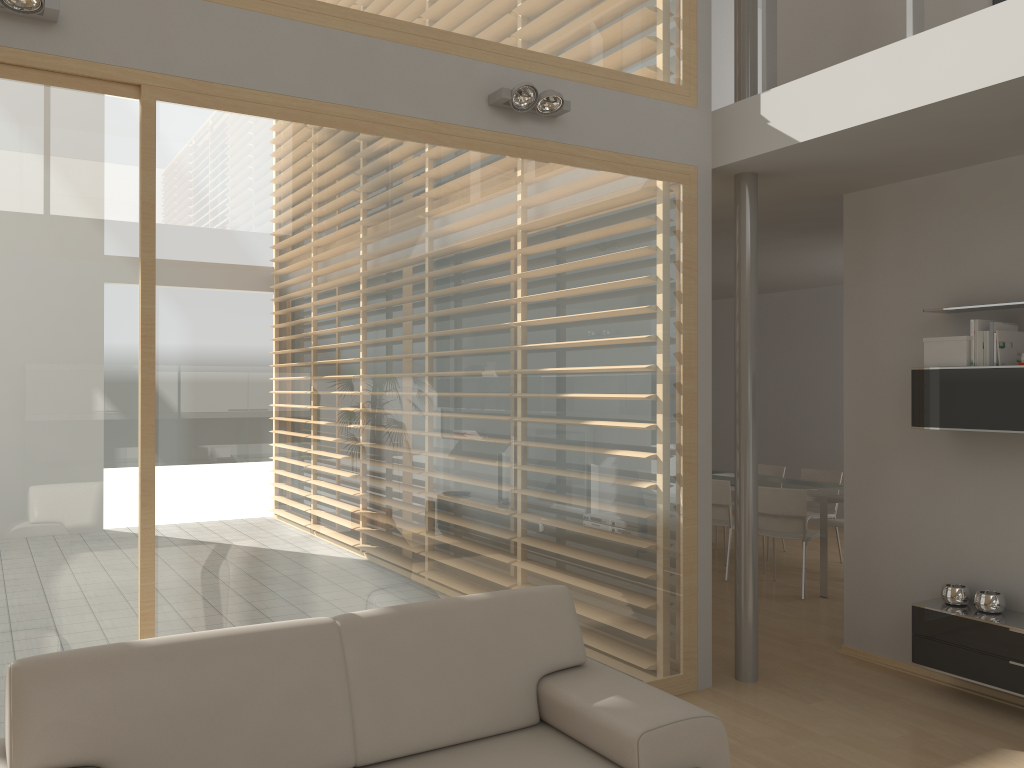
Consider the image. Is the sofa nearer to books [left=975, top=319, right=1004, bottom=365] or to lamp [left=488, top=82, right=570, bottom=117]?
lamp [left=488, top=82, right=570, bottom=117]

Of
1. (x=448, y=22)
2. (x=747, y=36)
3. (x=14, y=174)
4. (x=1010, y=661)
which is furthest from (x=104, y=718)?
(x=747, y=36)

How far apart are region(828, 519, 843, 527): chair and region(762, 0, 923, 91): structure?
4.2m

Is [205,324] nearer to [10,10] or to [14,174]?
[14,174]

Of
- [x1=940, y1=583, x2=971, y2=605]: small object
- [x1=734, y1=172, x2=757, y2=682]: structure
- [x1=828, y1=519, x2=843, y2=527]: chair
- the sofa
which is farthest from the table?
the sofa

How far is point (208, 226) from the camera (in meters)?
3.31

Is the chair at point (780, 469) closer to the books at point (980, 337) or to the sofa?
the books at point (980, 337)

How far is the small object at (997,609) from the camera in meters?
4.3

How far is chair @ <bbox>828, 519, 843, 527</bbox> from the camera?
7.3 meters

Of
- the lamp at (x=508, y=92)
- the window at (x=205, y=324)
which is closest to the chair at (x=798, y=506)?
the window at (x=205, y=324)
